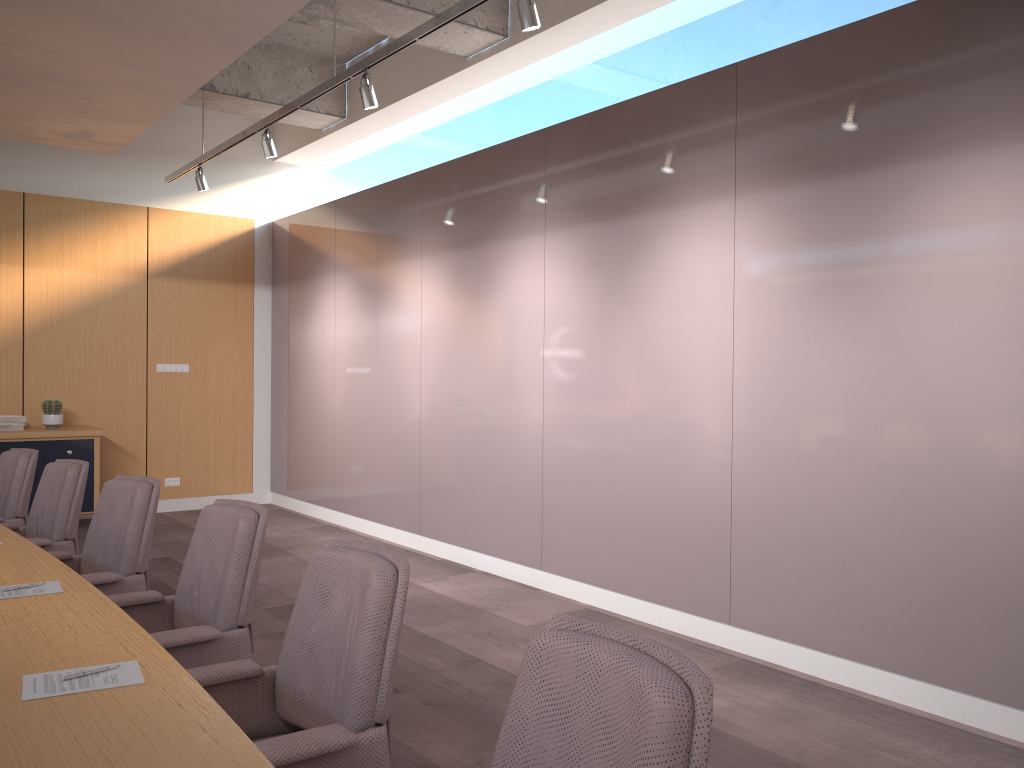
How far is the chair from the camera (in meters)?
1.44

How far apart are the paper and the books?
5.6 meters

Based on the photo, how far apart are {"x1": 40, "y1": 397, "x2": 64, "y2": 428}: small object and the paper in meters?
5.8 m

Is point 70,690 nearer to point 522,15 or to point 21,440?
point 522,15

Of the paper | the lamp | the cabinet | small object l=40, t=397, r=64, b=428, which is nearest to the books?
the cabinet

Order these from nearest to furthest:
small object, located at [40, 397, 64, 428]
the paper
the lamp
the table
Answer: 1. the table
2. the paper
3. the lamp
4. small object, located at [40, 397, 64, 428]

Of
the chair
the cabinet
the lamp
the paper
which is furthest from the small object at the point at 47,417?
the paper

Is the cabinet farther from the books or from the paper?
the paper

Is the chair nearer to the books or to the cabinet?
the cabinet

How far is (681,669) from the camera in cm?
144
